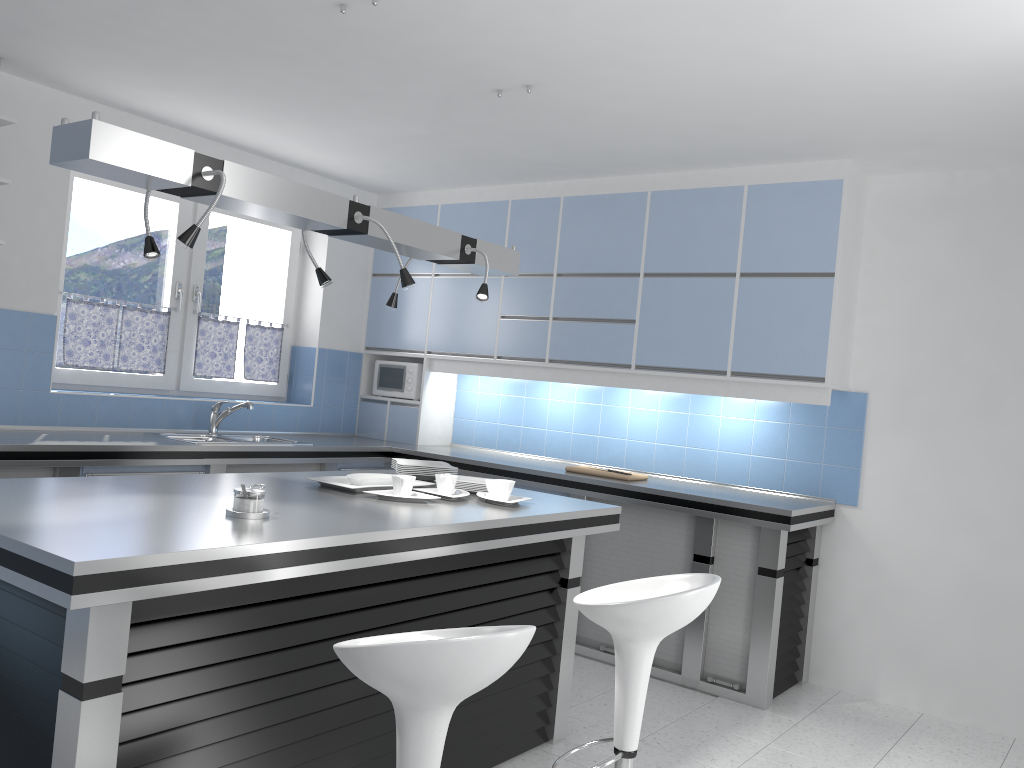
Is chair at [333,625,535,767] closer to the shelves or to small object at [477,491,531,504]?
small object at [477,491,531,504]

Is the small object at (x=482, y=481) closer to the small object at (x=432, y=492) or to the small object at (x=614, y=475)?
the small object at (x=432, y=492)

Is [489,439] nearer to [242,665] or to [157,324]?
[157,324]

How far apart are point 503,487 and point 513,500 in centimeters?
7cm

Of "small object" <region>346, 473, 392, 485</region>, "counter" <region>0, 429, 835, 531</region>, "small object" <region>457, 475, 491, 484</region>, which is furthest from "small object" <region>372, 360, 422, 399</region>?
"small object" <region>346, 473, 392, 485</region>

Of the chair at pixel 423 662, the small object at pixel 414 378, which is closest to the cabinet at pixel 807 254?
the small object at pixel 414 378

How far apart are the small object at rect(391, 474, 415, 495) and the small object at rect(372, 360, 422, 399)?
2.90m

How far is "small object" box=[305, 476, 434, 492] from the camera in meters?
3.3 m

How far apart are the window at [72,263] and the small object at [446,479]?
2.7 meters

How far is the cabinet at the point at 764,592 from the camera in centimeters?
426cm
